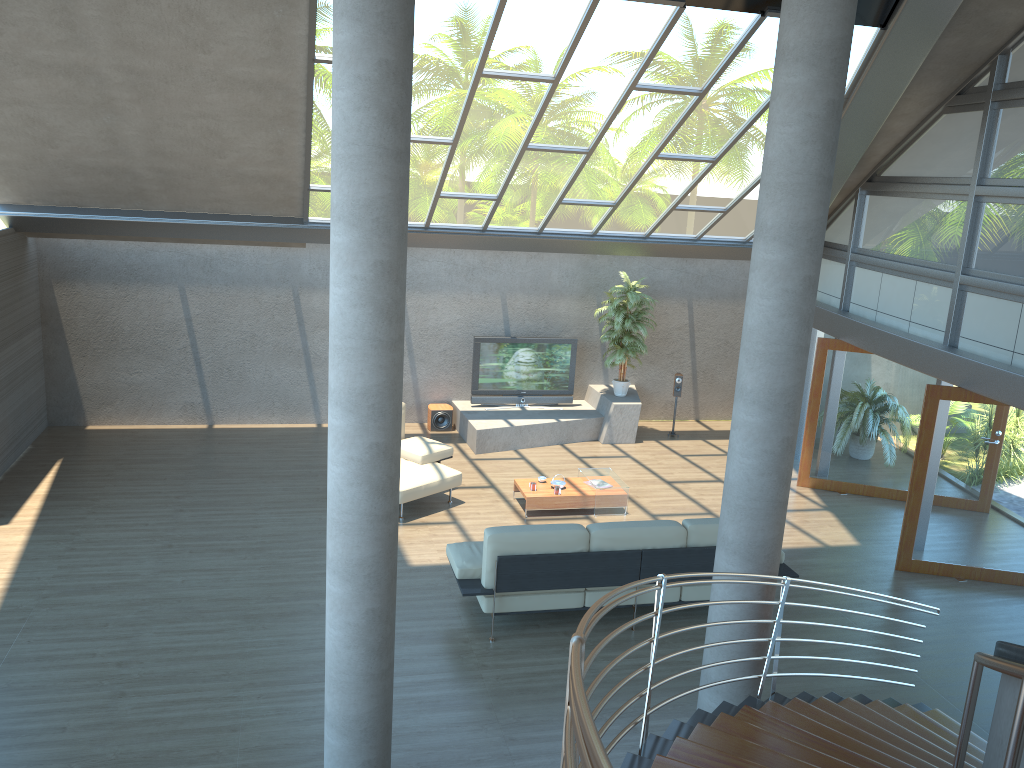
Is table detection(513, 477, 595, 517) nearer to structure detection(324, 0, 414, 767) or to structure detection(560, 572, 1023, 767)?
structure detection(560, 572, 1023, 767)

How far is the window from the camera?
8.4m

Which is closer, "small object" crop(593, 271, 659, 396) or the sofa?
the sofa

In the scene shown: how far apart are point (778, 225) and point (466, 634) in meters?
4.3 m

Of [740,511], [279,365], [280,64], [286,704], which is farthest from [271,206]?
[740,511]

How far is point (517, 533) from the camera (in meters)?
7.21

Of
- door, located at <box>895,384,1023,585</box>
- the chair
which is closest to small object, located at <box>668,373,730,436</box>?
the chair

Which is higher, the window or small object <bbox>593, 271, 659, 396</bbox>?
the window

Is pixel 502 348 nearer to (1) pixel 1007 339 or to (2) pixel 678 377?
(2) pixel 678 377

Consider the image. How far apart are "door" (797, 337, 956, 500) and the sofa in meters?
3.8 m
